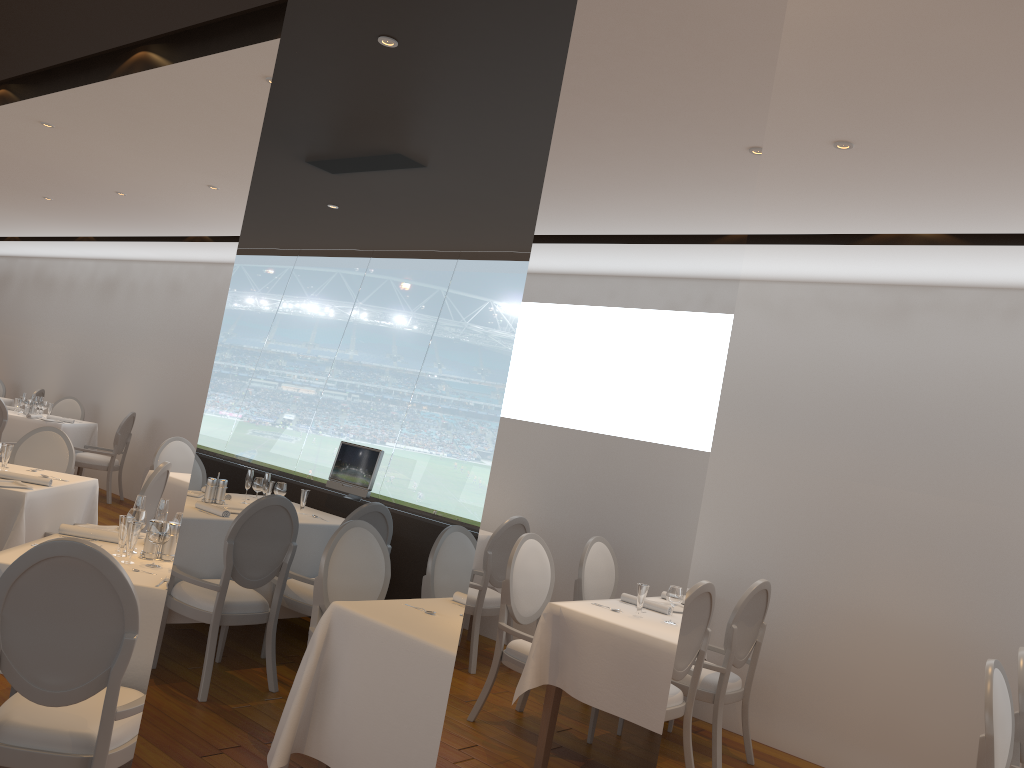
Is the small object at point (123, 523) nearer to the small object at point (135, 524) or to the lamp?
the small object at point (135, 524)

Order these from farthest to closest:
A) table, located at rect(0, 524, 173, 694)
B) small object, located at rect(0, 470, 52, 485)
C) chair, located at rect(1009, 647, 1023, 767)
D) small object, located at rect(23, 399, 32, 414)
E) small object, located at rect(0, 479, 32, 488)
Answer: small object, located at rect(23, 399, 32, 414) < small object, located at rect(0, 470, 52, 485) < small object, located at rect(0, 479, 32, 488) < chair, located at rect(1009, 647, 1023, 767) < table, located at rect(0, 524, 173, 694)

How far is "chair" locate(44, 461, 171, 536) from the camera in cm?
534

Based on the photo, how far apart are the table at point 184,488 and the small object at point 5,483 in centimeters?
162cm

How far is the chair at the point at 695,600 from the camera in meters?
4.5

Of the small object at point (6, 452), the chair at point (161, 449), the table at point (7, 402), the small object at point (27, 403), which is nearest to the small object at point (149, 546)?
the small object at point (6, 452)

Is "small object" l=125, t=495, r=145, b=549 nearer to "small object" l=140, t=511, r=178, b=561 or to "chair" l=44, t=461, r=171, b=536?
"small object" l=140, t=511, r=178, b=561

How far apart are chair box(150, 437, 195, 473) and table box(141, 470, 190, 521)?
0.7 meters

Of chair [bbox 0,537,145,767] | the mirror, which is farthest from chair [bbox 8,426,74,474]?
the mirror

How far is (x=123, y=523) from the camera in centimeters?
371cm
